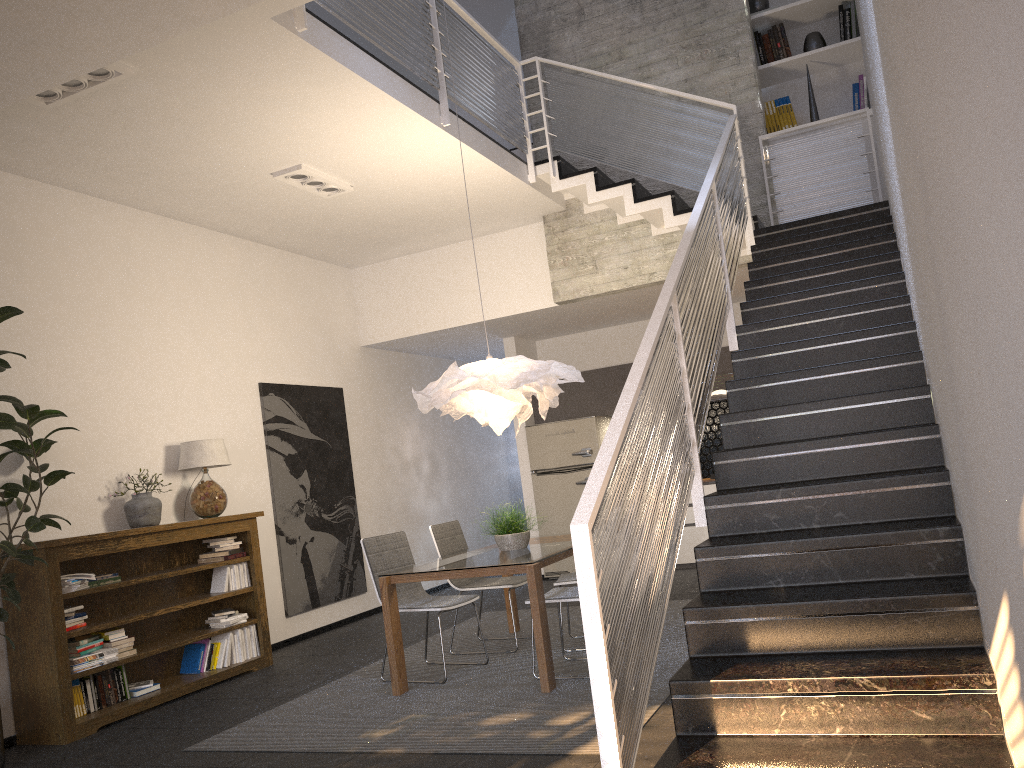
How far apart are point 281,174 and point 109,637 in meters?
3.3 m

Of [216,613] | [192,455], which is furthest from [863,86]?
[216,613]

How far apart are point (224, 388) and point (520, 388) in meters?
3.0 m

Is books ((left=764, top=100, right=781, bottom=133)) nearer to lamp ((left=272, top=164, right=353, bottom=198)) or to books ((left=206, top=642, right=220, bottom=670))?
lamp ((left=272, top=164, right=353, bottom=198))

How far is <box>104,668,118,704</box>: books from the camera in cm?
549

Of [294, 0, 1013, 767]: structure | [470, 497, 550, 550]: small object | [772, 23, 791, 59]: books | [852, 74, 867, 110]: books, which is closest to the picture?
[470, 497, 550, 550]: small object

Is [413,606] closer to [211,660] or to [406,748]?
[406,748]

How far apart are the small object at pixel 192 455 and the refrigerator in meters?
3.9

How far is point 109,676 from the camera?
5.5 meters

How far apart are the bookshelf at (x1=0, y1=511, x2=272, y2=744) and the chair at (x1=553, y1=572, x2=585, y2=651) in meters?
2.3
